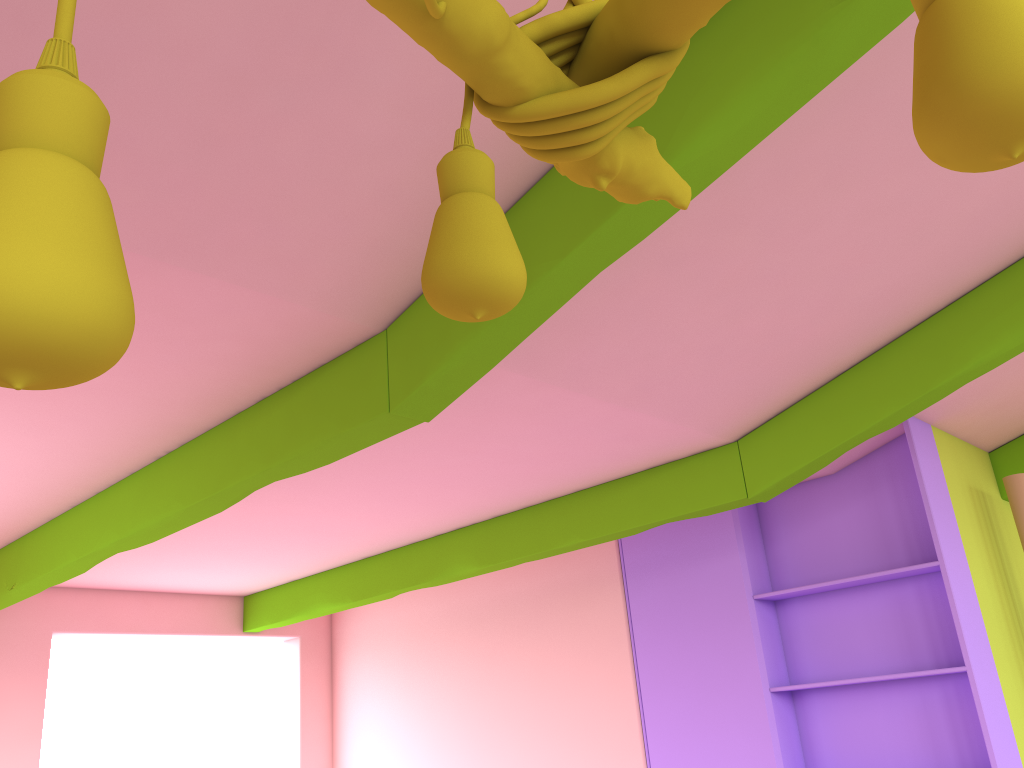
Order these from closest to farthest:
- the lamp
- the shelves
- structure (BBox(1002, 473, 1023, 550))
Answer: the lamp < the shelves < structure (BBox(1002, 473, 1023, 550))

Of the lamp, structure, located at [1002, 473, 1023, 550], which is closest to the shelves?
structure, located at [1002, 473, 1023, 550]

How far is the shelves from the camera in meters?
→ 4.2 m

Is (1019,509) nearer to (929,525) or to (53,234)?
(929,525)

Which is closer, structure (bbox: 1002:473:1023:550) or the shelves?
the shelves

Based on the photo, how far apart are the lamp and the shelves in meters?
3.6

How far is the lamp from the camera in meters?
0.4

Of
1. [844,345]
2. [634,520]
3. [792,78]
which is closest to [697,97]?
[792,78]

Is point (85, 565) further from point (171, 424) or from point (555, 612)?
point (555, 612)

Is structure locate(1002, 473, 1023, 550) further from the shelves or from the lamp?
the lamp
